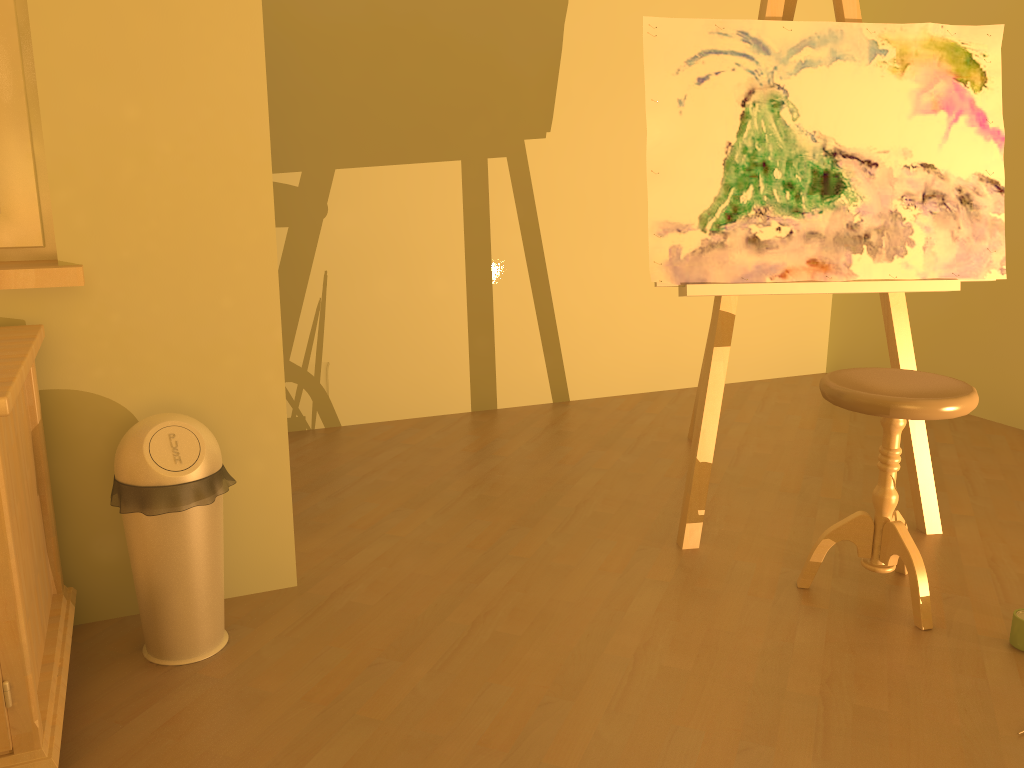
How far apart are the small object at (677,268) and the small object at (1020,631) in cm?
61

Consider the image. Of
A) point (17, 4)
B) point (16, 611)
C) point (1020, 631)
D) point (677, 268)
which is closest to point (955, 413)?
point (1020, 631)

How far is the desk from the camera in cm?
138

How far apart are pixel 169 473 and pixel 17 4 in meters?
1.1

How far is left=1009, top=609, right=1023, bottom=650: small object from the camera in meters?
2.0

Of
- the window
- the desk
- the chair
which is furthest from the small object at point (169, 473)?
the chair

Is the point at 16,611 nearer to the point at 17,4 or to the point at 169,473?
the point at 169,473

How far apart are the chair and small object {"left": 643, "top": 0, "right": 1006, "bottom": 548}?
0.3 meters

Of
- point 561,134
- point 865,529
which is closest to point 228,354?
point 865,529

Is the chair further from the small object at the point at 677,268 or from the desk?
the desk
